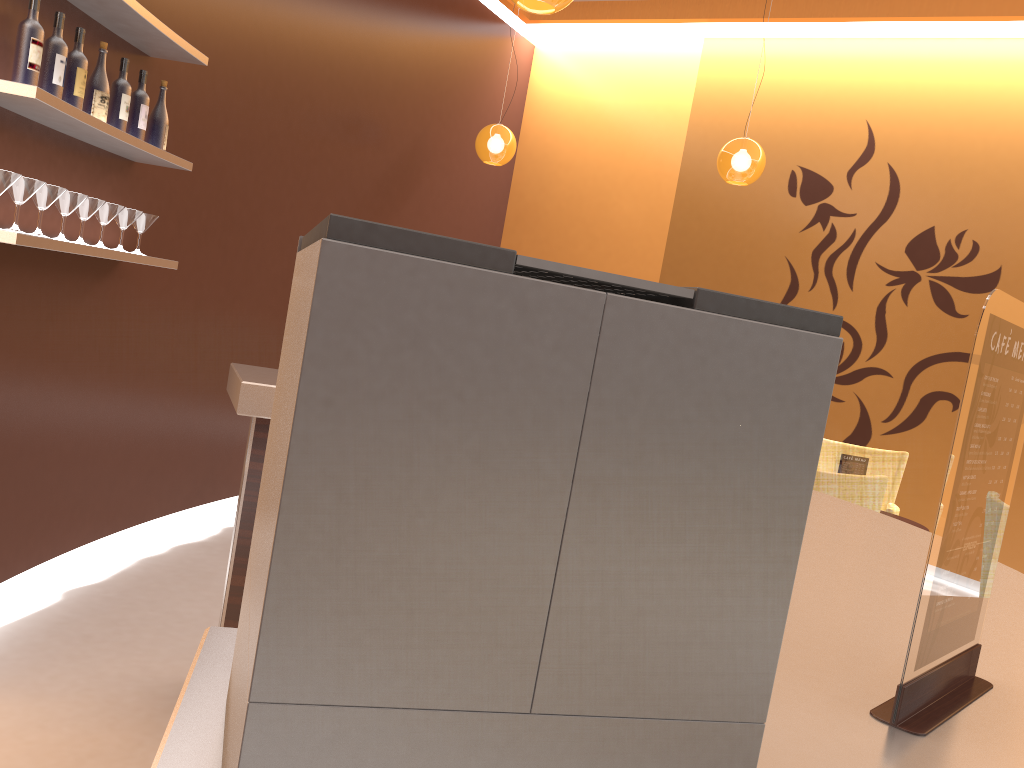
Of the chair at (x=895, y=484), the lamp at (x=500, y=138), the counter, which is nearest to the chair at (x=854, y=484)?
the chair at (x=895, y=484)

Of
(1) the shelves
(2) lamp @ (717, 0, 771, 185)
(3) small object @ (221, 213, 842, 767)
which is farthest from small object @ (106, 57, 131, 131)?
(2) lamp @ (717, 0, 771, 185)

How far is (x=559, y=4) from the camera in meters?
3.1

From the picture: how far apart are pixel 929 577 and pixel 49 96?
2.71m

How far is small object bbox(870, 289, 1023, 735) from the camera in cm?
82

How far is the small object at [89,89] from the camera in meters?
3.2

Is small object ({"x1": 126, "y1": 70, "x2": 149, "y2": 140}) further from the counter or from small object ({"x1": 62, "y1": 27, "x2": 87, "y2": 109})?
the counter

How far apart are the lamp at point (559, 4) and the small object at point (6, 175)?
1.8m

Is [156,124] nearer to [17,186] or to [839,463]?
[17,186]

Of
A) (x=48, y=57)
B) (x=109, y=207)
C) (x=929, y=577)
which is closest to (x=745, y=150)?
(x=109, y=207)
